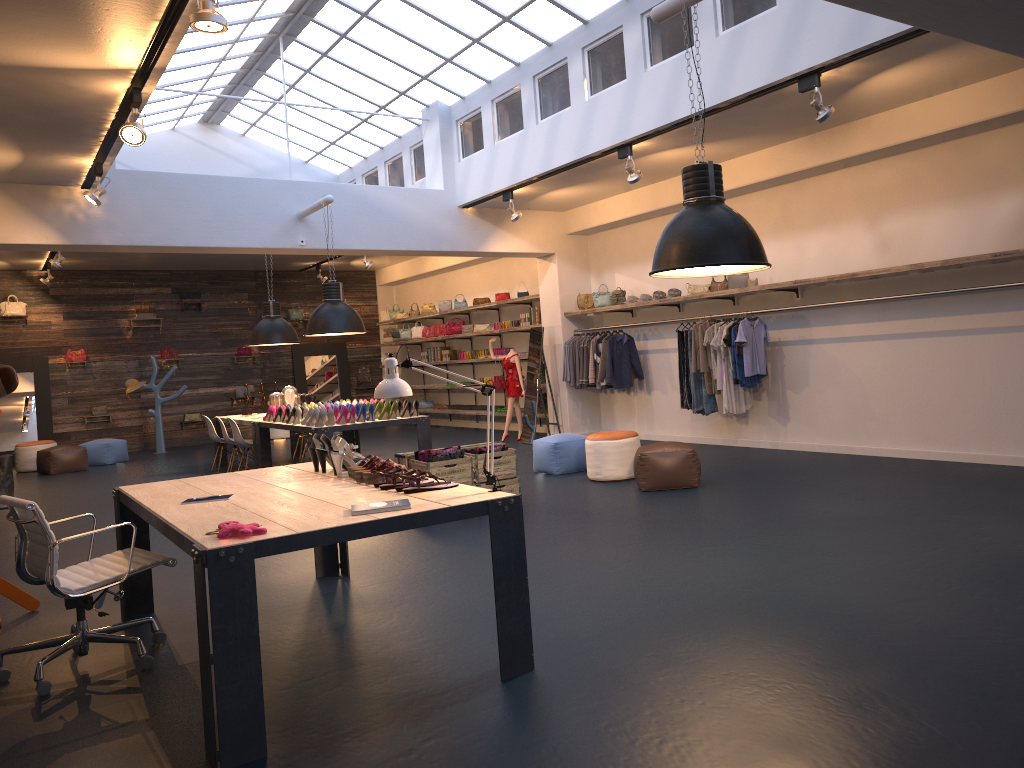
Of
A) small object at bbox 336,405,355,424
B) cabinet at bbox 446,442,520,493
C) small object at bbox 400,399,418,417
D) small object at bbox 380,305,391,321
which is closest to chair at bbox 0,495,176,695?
cabinet at bbox 446,442,520,493

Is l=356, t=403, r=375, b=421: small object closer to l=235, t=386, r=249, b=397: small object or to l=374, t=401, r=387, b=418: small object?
l=374, t=401, r=387, b=418: small object

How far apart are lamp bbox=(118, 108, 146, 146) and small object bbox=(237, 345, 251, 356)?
12.6m

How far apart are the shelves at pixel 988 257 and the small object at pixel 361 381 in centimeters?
242cm

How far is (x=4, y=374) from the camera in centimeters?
553cm

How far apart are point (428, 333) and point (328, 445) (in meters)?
13.04

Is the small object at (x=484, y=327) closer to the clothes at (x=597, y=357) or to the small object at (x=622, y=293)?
the clothes at (x=597, y=357)

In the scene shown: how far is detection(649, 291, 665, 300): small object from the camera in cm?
1153

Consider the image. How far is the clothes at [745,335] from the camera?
9.8 meters

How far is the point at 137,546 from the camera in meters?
5.4
